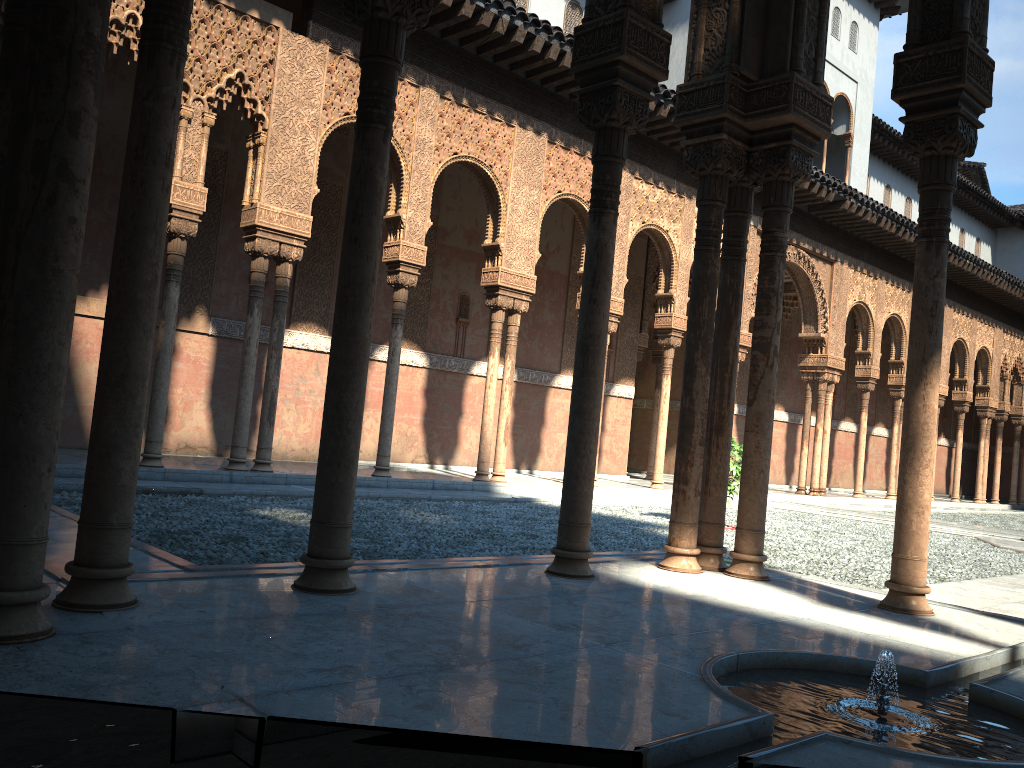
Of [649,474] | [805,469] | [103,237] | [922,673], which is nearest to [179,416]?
[103,237]
